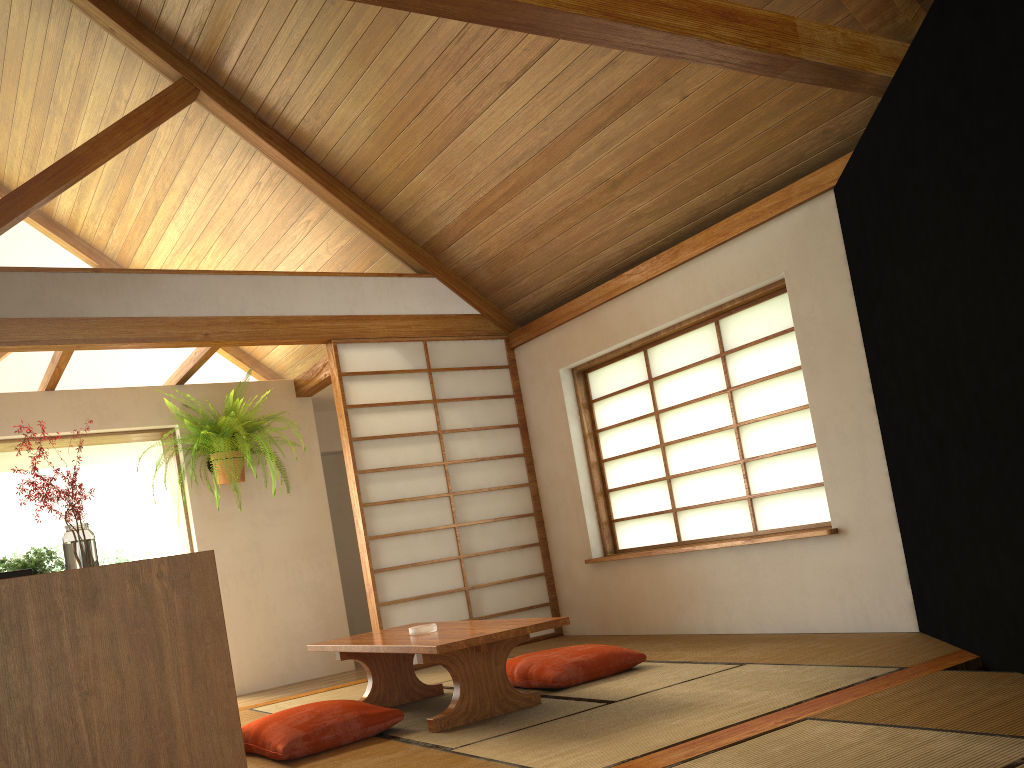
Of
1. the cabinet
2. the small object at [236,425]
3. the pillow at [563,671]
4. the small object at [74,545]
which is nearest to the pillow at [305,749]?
the pillow at [563,671]

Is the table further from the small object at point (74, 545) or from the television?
the television

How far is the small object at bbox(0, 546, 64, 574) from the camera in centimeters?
367cm

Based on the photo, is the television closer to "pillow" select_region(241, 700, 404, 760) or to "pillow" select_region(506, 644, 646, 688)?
"pillow" select_region(241, 700, 404, 760)

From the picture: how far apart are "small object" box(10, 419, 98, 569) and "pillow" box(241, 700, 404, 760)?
0.97m

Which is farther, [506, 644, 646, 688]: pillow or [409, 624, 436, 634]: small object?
[506, 644, 646, 688]: pillow

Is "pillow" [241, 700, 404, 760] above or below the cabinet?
below

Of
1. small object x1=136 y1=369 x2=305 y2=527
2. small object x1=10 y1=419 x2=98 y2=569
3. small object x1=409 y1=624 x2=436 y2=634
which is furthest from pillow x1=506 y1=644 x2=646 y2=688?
small object x1=136 y1=369 x2=305 y2=527

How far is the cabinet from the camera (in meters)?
1.69

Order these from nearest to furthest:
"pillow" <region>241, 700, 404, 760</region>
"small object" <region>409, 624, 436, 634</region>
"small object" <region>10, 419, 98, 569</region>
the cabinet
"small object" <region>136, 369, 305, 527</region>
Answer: the cabinet → "small object" <region>10, 419, 98, 569</region> → "pillow" <region>241, 700, 404, 760</region> → "small object" <region>409, 624, 436, 634</region> → "small object" <region>136, 369, 305, 527</region>
